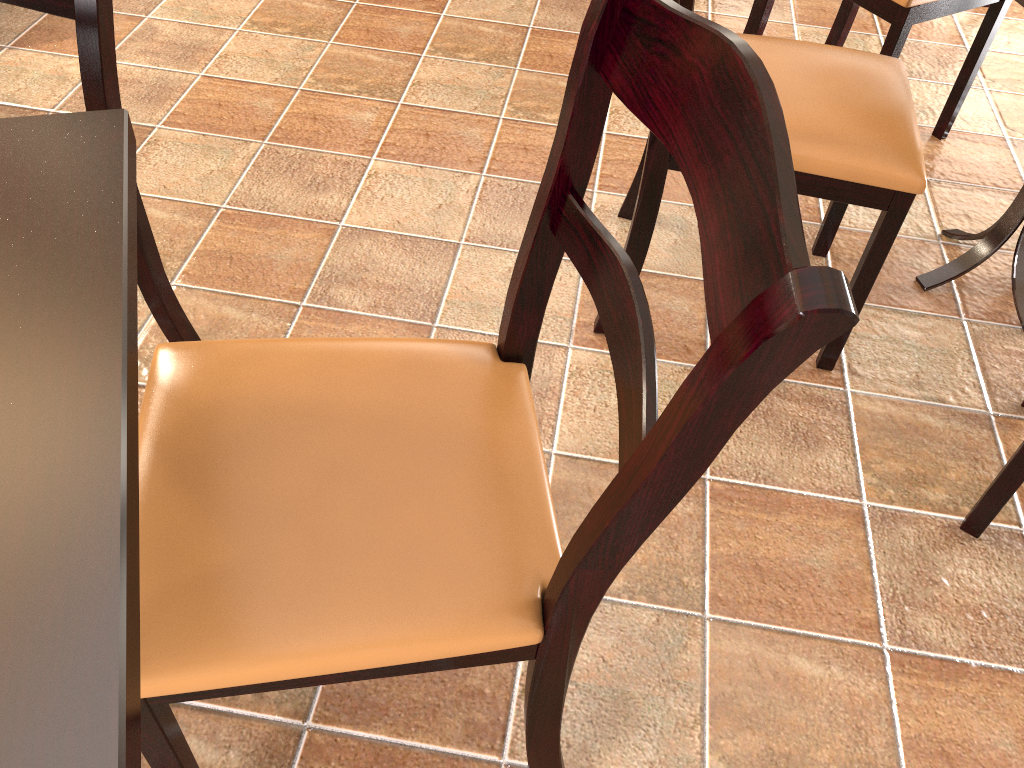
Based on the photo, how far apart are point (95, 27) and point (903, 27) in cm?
154

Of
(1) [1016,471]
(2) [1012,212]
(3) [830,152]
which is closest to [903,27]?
(2) [1012,212]

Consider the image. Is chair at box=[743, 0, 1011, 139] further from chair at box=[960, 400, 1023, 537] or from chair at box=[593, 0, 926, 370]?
chair at box=[960, 400, 1023, 537]

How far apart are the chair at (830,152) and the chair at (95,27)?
0.71m

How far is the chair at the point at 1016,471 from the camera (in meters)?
1.28

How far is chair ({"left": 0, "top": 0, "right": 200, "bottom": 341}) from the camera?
1.11m

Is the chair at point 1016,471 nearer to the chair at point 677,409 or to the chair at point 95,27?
the chair at point 677,409

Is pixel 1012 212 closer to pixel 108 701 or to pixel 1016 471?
pixel 1016 471

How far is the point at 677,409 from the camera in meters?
0.6

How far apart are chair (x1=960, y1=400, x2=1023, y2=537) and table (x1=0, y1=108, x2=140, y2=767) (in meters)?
1.17
